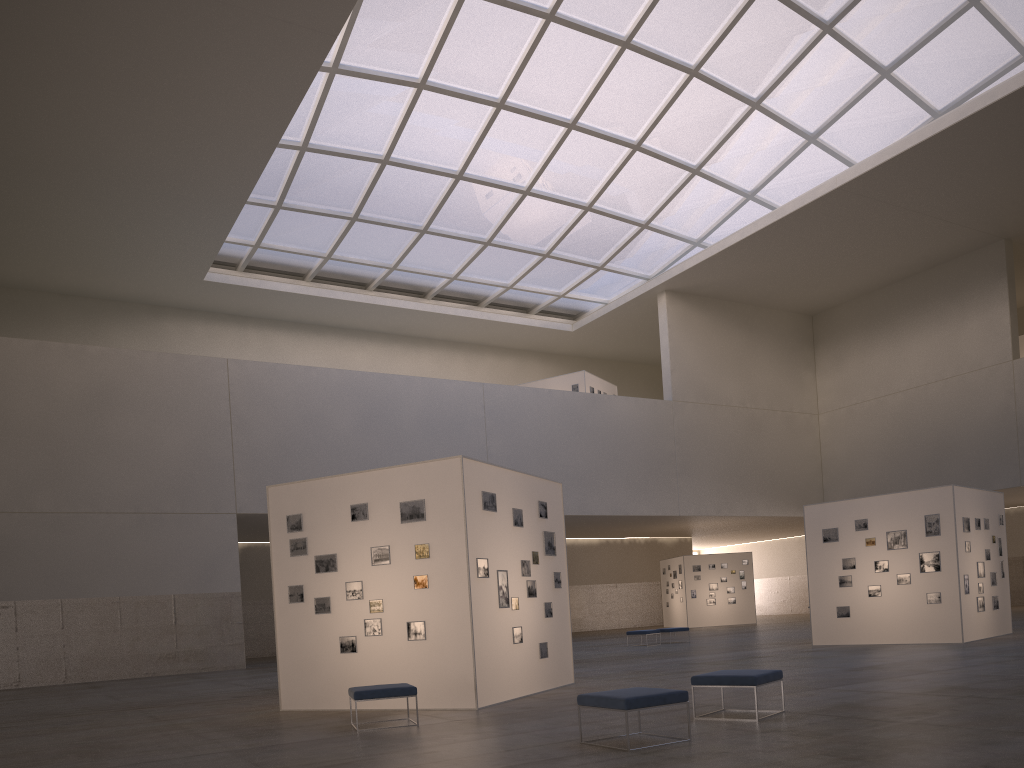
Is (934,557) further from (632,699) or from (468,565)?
(632,699)

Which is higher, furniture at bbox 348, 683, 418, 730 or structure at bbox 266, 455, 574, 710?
structure at bbox 266, 455, 574, 710

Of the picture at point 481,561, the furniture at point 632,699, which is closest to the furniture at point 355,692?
the picture at point 481,561

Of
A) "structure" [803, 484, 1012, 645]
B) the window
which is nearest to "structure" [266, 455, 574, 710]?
"structure" [803, 484, 1012, 645]

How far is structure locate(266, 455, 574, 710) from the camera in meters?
15.2

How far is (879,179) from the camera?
41.33m

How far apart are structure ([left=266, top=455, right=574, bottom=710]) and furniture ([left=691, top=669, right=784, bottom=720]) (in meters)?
4.33

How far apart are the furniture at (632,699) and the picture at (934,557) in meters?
18.0 m

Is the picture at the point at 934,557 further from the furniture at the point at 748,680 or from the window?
the window

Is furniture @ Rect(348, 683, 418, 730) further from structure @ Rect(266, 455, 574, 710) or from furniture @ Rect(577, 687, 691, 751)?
furniture @ Rect(577, 687, 691, 751)
